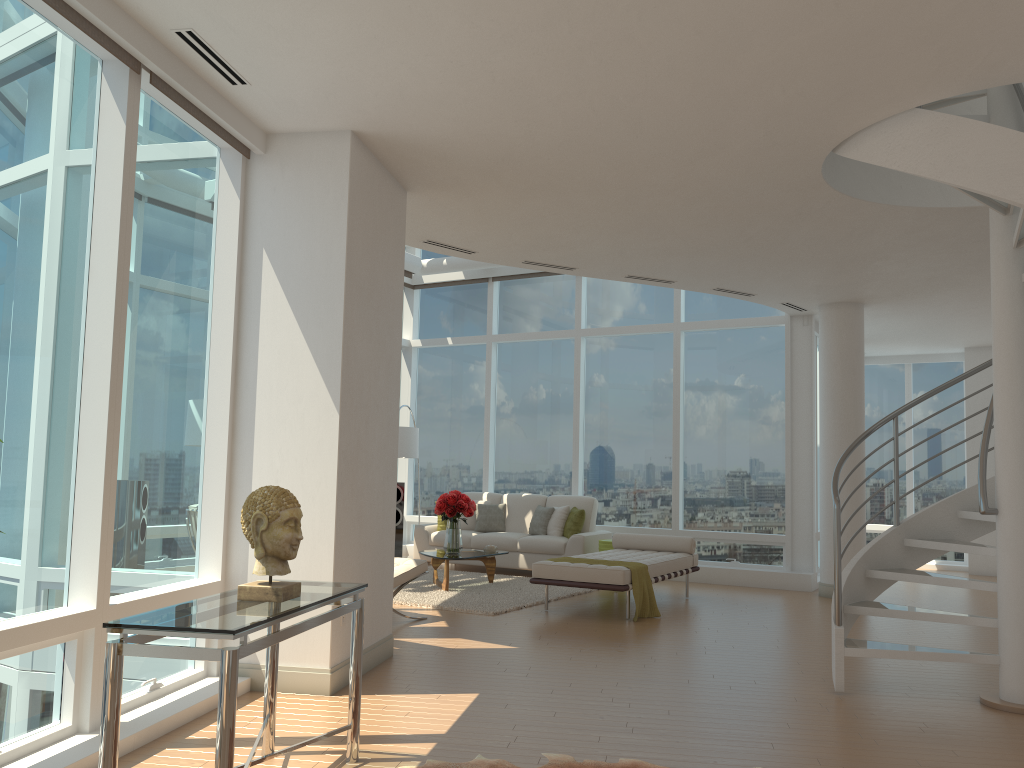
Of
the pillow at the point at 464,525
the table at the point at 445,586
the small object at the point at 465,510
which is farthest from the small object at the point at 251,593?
the pillow at the point at 464,525

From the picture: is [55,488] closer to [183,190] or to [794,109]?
[183,190]

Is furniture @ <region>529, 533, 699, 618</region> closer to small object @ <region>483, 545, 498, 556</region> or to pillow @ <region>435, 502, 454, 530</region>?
small object @ <region>483, 545, 498, 556</region>

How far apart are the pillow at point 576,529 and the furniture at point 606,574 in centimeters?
117cm

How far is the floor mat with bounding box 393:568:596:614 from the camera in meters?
8.6

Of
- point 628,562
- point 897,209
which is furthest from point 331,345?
point 897,209

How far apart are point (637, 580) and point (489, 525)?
4.2m

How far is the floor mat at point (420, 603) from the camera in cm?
863

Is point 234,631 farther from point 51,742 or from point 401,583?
point 401,583

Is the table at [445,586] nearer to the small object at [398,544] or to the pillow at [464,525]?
the pillow at [464,525]
